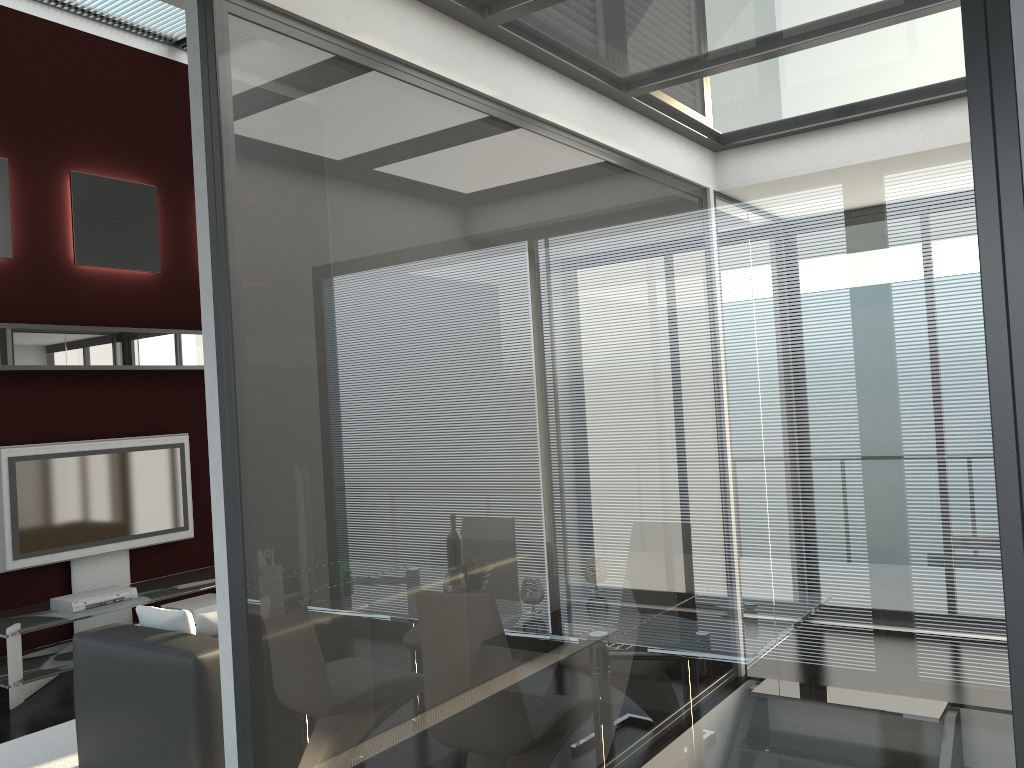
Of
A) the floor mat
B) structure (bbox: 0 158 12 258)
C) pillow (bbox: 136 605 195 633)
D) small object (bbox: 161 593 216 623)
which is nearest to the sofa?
pillow (bbox: 136 605 195 633)

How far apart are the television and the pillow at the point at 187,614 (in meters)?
2.17

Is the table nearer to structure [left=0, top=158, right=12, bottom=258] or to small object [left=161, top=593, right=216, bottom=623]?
small object [left=161, top=593, right=216, bottom=623]

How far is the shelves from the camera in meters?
5.7 m

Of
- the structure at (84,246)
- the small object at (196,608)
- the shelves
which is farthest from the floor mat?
the structure at (84,246)

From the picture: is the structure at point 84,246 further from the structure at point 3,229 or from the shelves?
the shelves

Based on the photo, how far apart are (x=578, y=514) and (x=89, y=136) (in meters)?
6.22

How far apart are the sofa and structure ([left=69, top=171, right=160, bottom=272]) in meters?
3.3 m

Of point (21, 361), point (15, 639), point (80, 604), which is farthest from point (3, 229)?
point (15, 639)

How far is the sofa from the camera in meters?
3.5
